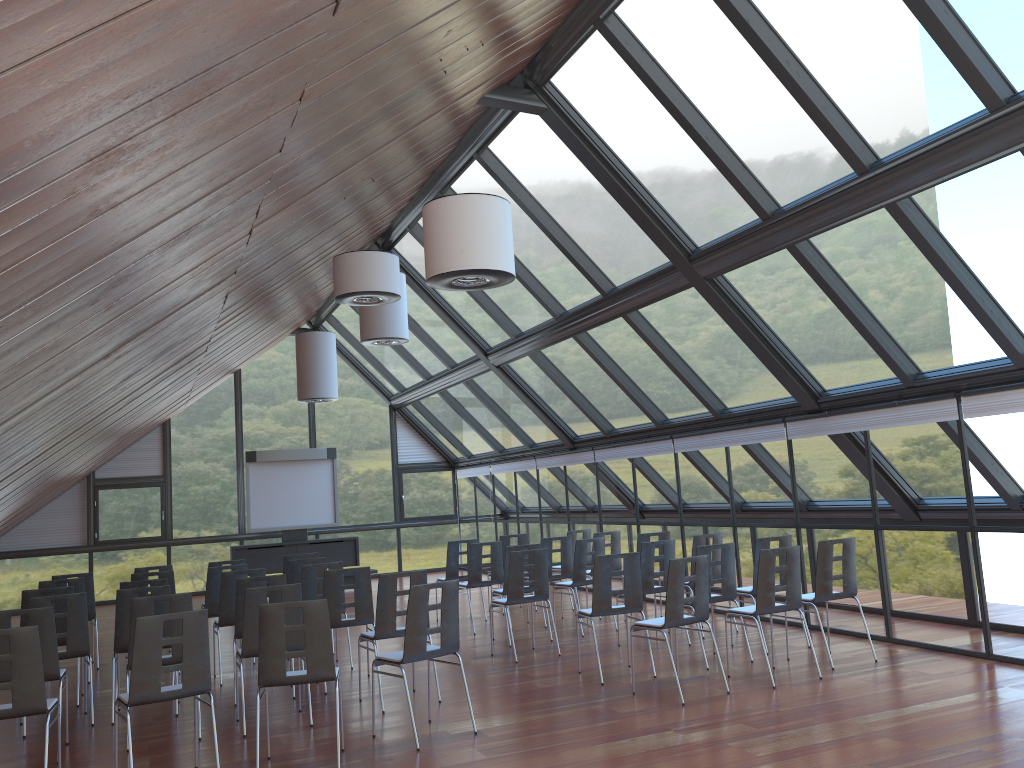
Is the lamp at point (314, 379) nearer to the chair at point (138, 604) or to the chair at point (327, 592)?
the chair at point (327, 592)

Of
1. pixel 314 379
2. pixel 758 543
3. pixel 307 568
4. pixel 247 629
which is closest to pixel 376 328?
pixel 314 379

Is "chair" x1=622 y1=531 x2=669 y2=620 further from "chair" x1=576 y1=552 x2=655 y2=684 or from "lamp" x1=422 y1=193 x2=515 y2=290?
"lamp" x1=422 y1=193 x2=515 y2=290

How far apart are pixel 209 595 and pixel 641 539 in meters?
5.5 m

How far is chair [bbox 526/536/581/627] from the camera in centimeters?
1218cm

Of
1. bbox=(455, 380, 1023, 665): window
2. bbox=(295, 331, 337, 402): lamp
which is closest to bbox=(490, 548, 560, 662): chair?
bbox=(455, 380, 1023, 665): window

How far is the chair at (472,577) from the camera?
11.99m

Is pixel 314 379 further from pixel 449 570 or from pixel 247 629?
pixel 247 629

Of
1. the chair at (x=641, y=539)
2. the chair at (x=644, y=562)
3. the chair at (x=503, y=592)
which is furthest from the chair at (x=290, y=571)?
the chair at (x=641, y=539)

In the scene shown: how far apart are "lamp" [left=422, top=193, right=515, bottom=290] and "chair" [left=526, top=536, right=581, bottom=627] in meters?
6.1
